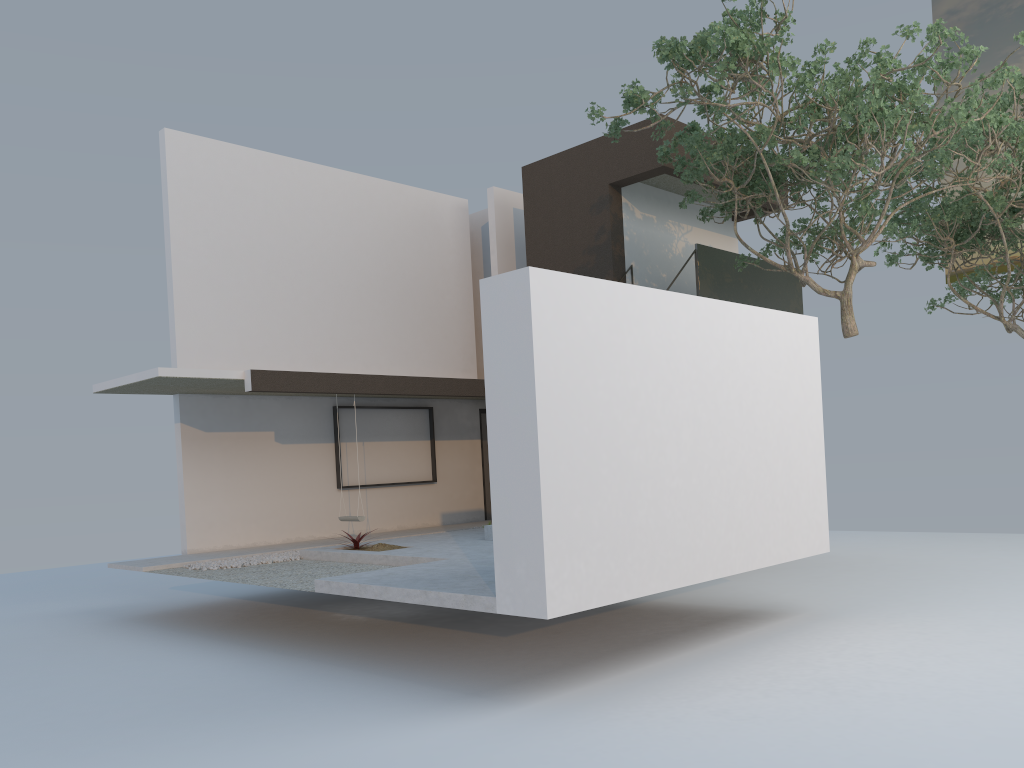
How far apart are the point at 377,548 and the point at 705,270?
6.2 meters

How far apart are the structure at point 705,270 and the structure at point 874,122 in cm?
49

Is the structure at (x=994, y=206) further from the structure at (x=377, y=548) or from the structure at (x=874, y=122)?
the structure at (x=377, y=548)

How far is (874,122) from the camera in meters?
9.0

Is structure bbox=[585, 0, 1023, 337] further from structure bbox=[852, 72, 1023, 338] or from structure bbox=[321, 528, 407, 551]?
structure bbox=[321, 528, 407, 551]

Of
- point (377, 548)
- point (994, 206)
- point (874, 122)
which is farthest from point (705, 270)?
point (377, 548)

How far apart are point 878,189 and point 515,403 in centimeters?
737cm

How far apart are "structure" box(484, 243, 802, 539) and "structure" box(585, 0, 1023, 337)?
0.5 meters

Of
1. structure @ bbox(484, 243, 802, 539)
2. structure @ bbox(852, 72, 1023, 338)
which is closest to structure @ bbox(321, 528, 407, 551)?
structure @ bbox(484, 243, 802, 539)

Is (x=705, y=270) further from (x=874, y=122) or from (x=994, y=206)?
(x=994, y=206)
